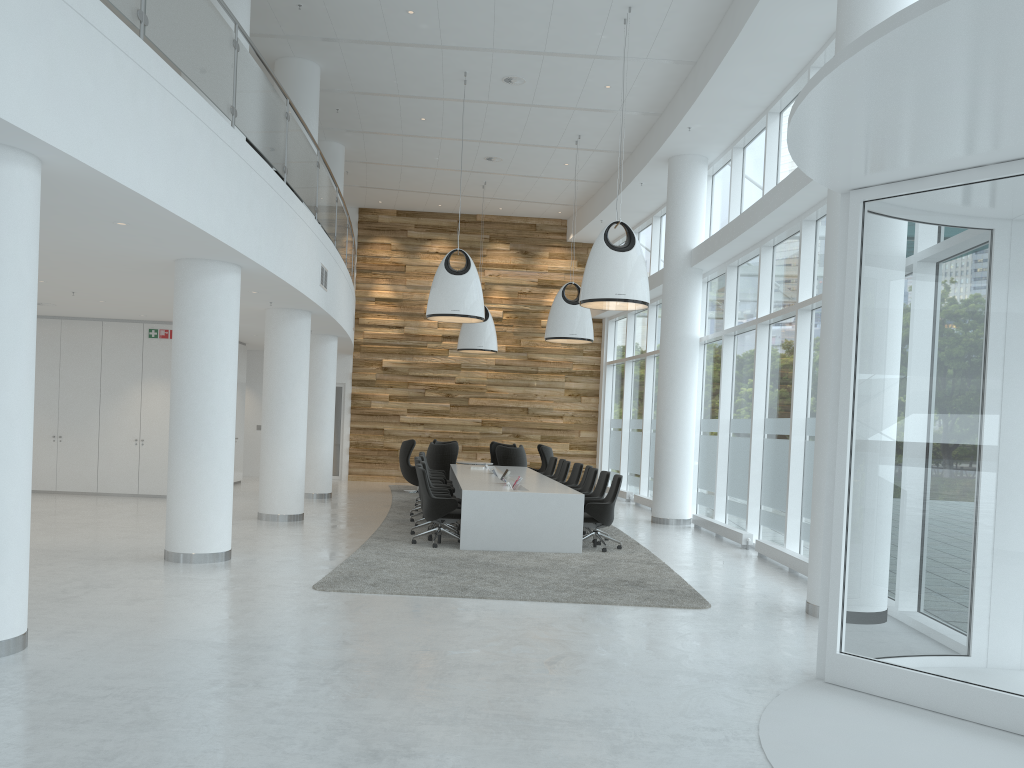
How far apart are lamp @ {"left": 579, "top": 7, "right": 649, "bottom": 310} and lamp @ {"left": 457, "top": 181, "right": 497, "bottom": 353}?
→ 7.7 meters

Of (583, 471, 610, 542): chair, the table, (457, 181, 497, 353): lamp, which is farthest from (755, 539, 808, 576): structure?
(457, 181, 497, 353): lamp

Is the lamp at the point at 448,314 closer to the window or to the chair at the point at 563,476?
the chair at the point at 563,476

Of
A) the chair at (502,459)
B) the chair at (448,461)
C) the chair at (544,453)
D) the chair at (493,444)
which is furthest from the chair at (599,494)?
the chair at (493,444)

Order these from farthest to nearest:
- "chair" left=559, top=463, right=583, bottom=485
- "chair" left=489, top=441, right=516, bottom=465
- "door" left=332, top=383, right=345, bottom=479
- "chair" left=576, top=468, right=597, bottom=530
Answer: "door" left=332, top=383, right=345, bottom=479 < "chair" left=489, top=441, right=516, bottom=465 < "chair" left=559, top=463, right=583, bottom=485 < "chair" left=576, top=468, right=597, bottom=530

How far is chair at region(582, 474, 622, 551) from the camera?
11.10m

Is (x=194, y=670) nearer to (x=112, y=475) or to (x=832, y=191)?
(x=832, y=191)

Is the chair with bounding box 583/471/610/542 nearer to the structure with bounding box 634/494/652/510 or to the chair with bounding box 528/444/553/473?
the structure with bounding box 634/494/652/510

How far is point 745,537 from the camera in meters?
12.1 m

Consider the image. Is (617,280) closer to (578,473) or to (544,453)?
(578,473)
